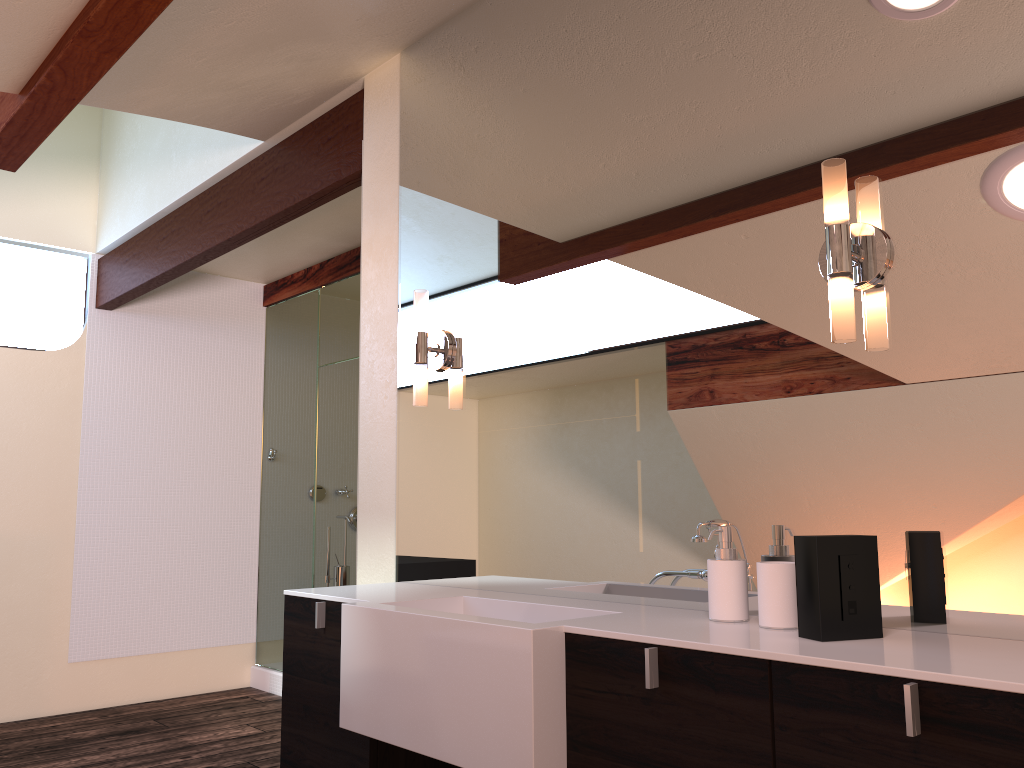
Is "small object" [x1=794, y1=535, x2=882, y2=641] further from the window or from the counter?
the window

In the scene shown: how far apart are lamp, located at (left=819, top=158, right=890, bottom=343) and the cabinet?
0.6 meters

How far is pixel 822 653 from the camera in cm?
125

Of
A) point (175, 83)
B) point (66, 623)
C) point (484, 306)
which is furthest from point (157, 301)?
point (484, 306)

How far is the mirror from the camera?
1.47m

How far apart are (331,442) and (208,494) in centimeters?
94cm

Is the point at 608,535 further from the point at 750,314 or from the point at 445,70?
the point at 445,70

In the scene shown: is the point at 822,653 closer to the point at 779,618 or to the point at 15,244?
the point at 779,618

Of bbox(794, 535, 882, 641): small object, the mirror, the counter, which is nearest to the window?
the mirror

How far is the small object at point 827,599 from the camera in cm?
137
